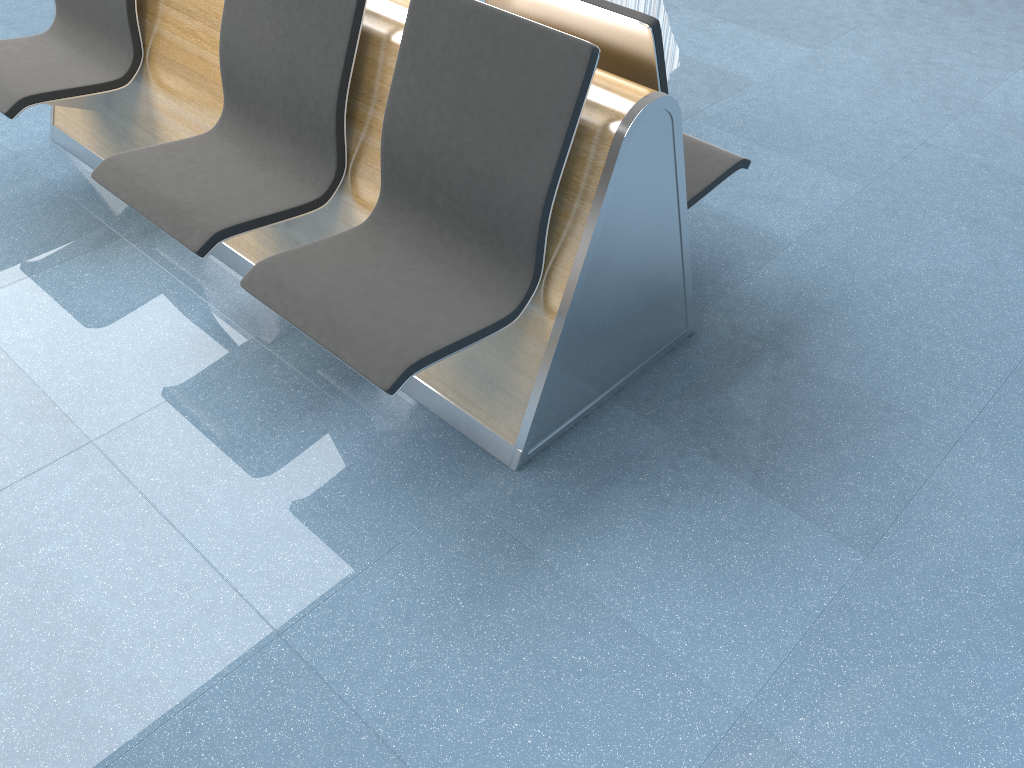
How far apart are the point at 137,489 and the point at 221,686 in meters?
0.6 m

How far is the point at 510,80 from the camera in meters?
1.8

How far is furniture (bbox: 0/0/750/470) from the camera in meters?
1.8 m

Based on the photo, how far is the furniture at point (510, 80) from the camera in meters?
1.8 m
